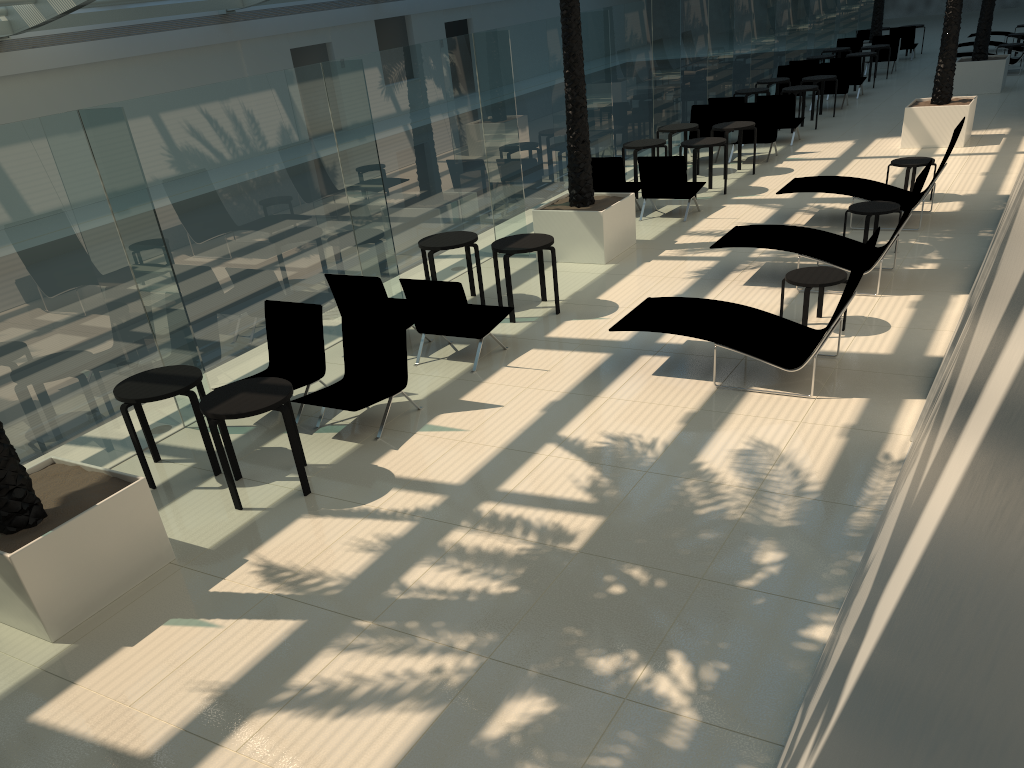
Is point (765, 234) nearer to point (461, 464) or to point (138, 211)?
point (461, 464)

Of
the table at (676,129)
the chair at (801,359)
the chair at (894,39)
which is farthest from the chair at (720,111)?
the chair at (894,39)

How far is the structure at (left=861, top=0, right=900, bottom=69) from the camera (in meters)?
25.80

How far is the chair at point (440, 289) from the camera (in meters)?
8.42

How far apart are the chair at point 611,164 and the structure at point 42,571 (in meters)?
9.37

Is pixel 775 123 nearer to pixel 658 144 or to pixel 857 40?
pixel 658 144

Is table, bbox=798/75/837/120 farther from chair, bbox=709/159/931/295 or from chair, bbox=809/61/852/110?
chair, bbox=709/159/931/295

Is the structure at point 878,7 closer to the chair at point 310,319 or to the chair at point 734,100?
the chair at point 734,100

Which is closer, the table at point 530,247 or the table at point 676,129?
the table at point 530,247

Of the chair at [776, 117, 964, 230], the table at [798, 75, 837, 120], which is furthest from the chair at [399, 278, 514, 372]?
the table at [798, 75, 837, 120]
